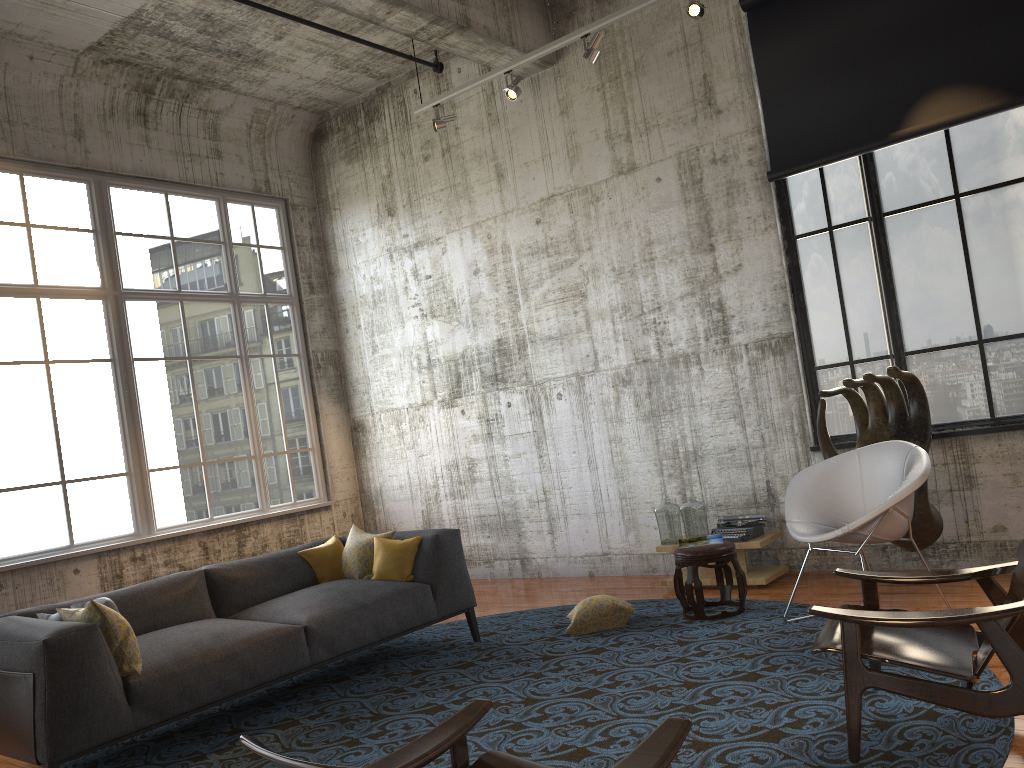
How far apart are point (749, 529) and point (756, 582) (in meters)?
0.41

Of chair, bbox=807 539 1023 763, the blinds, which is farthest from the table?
the blinds

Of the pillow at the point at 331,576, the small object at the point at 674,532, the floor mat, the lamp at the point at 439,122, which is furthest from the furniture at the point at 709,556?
the lamp at the point at 439,122

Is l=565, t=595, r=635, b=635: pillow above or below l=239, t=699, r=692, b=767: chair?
below

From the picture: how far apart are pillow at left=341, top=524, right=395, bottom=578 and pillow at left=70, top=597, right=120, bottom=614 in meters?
1.8 m

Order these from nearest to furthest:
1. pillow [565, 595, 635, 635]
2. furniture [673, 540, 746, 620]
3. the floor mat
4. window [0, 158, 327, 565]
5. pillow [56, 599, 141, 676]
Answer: the floor mat, pillow [56, 599, 141, 676], furniture [673, 540, 746, 620], pillow [565, 595, 635, 635], window [0, 158, 327, 565]

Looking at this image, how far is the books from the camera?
6.1m

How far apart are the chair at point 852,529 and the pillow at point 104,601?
3.8 meters

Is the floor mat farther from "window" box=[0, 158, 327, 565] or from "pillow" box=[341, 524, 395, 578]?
"window" box=[0, 158, 327, 565]

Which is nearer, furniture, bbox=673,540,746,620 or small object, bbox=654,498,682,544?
furniture, bbox=673,540,746,620
